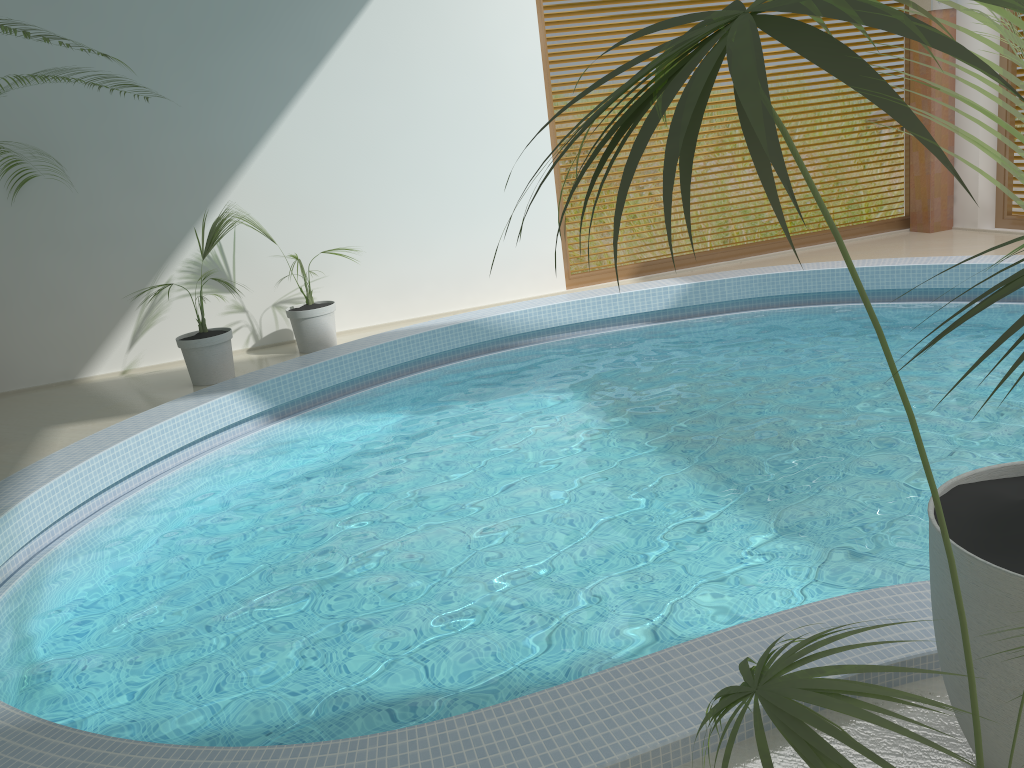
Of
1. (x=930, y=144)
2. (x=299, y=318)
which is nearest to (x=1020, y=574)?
(x=930, y=144)

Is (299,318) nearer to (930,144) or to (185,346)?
(185,346)

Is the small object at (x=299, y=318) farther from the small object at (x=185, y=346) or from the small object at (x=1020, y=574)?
the small object at (x=1020, y=574)

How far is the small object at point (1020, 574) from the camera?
1.7m

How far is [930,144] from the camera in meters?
0.7 m

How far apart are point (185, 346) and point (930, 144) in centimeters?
652cm

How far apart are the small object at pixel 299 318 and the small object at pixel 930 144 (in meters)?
6.18

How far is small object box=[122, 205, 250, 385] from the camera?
6.6m

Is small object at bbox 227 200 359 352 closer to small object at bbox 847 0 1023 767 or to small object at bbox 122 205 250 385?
small object at bbox 122 205 250 385

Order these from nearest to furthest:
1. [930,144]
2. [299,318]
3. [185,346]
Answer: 1. [930,144]
2. [185,346]
3. [299,318]
